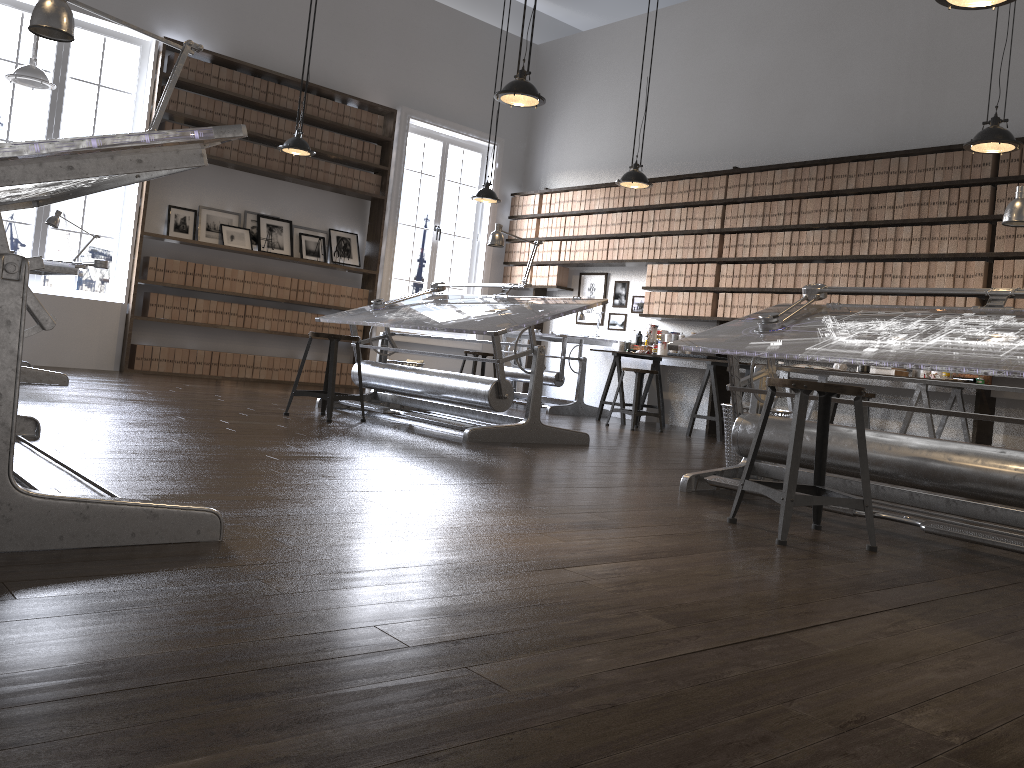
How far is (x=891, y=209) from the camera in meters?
6.9 m

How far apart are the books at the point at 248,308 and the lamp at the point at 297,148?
1.79m

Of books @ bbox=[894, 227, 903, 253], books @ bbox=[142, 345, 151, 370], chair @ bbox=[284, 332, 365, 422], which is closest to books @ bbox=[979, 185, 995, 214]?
books @ bbox=[894, 227, 903, 253]

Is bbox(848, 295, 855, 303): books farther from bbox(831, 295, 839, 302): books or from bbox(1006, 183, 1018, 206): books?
bbox(1006, 183, 1018, 206): books

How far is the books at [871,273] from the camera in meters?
7.0 m

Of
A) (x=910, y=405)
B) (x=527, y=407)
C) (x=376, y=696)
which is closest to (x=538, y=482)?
(x=527, y=407)

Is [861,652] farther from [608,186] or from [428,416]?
[608,186]

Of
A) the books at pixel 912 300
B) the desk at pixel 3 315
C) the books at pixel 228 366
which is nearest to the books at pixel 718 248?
the books at pixel 912 300

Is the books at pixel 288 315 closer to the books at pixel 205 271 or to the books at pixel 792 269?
the books at pixel 205 271

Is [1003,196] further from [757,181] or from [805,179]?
[757,181]
